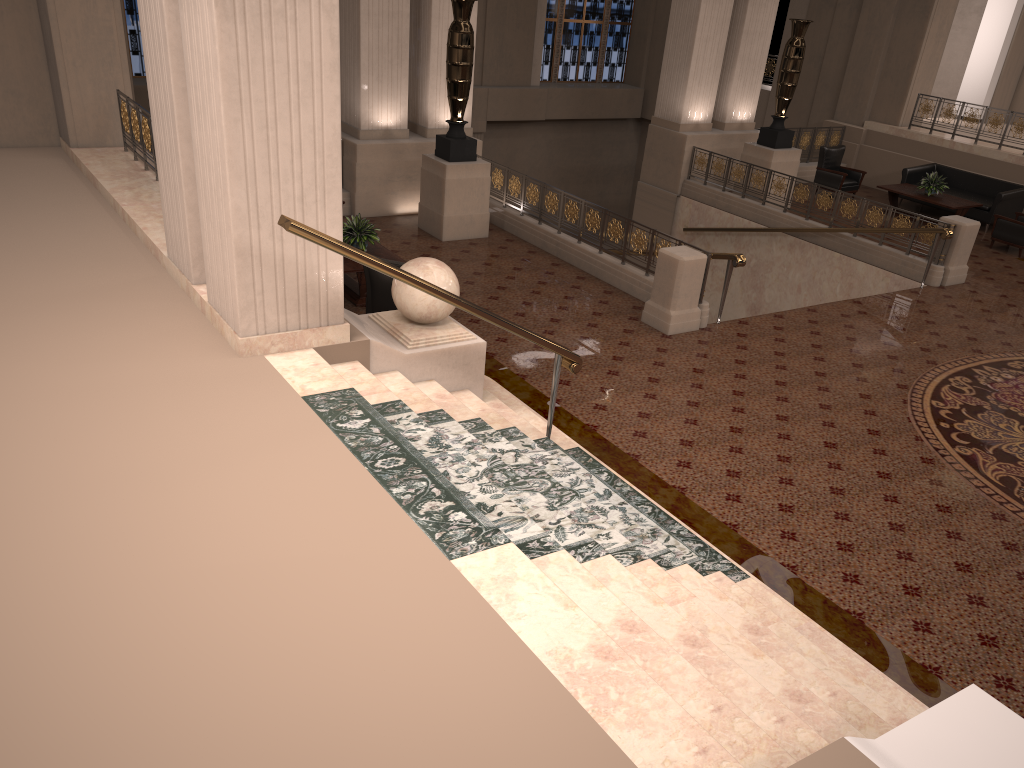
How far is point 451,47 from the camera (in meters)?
11.11

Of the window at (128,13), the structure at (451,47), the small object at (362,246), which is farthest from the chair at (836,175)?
the window at (128,13)

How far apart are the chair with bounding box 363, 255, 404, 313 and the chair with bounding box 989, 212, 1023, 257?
10.42m

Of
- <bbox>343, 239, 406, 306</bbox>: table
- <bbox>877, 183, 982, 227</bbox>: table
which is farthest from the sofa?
<bbox>343, 239, 406, 306</bbox>: table

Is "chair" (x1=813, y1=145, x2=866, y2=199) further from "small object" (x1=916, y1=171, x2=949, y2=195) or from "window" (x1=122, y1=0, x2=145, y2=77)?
"window" (x1=122, y1=0, x2=145, y2=77)

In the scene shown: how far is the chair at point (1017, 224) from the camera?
13.5 meters

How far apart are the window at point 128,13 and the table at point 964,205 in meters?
14.1 m

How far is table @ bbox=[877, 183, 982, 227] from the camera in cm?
1446

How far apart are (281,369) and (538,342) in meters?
1.7

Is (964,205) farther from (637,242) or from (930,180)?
(637,242)
